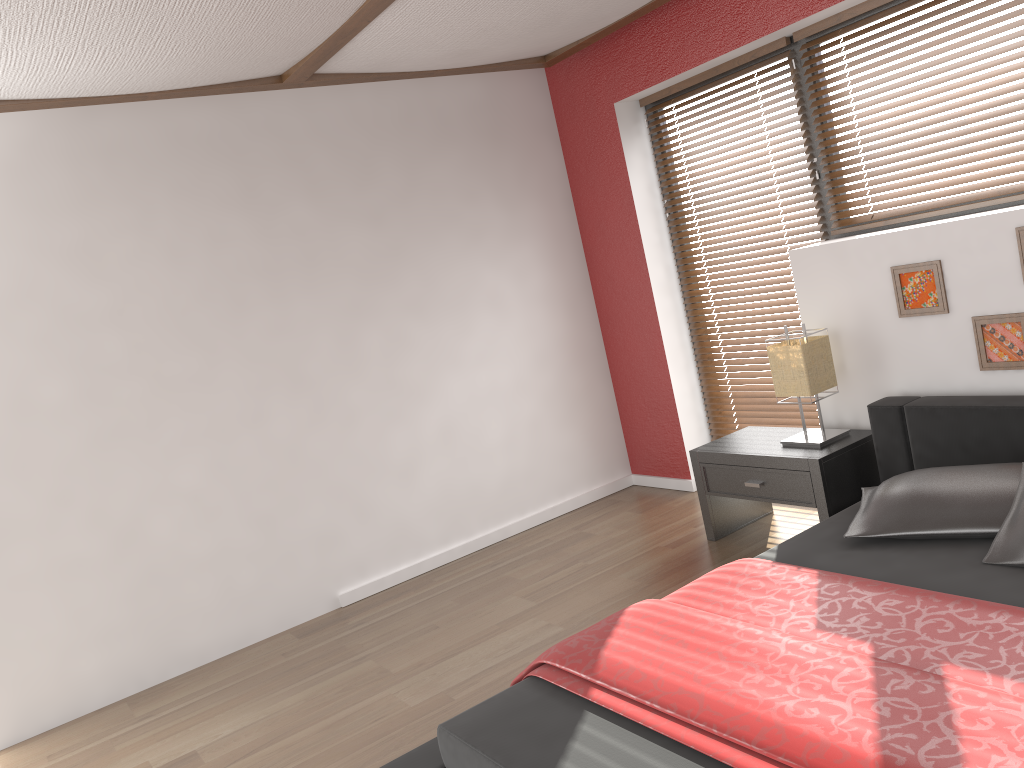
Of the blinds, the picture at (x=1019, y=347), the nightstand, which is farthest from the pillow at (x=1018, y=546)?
the blinds

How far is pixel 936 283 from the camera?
3.3 meters

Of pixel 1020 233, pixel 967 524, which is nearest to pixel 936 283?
pixel 1020 233

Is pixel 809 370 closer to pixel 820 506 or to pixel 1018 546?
pixel 820 506

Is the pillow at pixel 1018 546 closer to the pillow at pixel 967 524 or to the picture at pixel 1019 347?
the pillow at pixel 967 524

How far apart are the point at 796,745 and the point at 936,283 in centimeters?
214cm

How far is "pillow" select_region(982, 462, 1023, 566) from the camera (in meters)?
2.38

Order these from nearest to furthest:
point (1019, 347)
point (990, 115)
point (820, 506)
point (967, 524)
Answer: point (967, 524) → point (1019, 347) → point (990, 115) → point (820, 506)

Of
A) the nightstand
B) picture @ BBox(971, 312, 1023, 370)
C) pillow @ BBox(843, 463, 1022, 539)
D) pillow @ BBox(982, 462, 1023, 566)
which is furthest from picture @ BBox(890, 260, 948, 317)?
pillow @ BBox(982, 462, 1023, 566)

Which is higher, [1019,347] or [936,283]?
[936,283]
